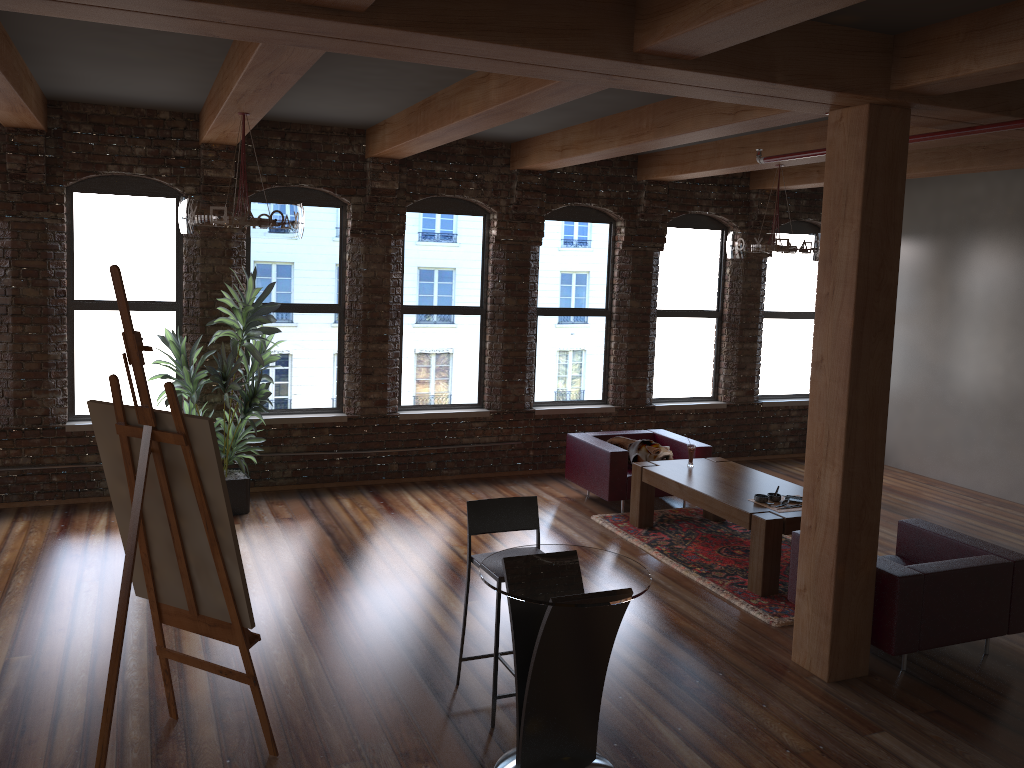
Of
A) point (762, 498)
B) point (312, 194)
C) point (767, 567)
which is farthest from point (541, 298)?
point (767, 567)

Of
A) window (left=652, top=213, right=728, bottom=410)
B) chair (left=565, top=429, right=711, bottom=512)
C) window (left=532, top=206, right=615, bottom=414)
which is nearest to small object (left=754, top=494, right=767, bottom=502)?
chair (left=565, top=429, right=711, bottom=512)

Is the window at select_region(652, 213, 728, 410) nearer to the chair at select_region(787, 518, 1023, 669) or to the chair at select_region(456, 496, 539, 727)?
the chair at select_region(787, 518, 1023, 669)

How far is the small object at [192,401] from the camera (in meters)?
7.21

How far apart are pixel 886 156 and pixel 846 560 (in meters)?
2.14

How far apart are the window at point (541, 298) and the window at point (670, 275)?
0.6 meters

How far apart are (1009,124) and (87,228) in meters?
6.9 m

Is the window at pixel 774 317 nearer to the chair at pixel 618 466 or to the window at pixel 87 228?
the chair at pixel 618 466

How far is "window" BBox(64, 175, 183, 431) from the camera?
7.6m

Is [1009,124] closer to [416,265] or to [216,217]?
[216,217]
